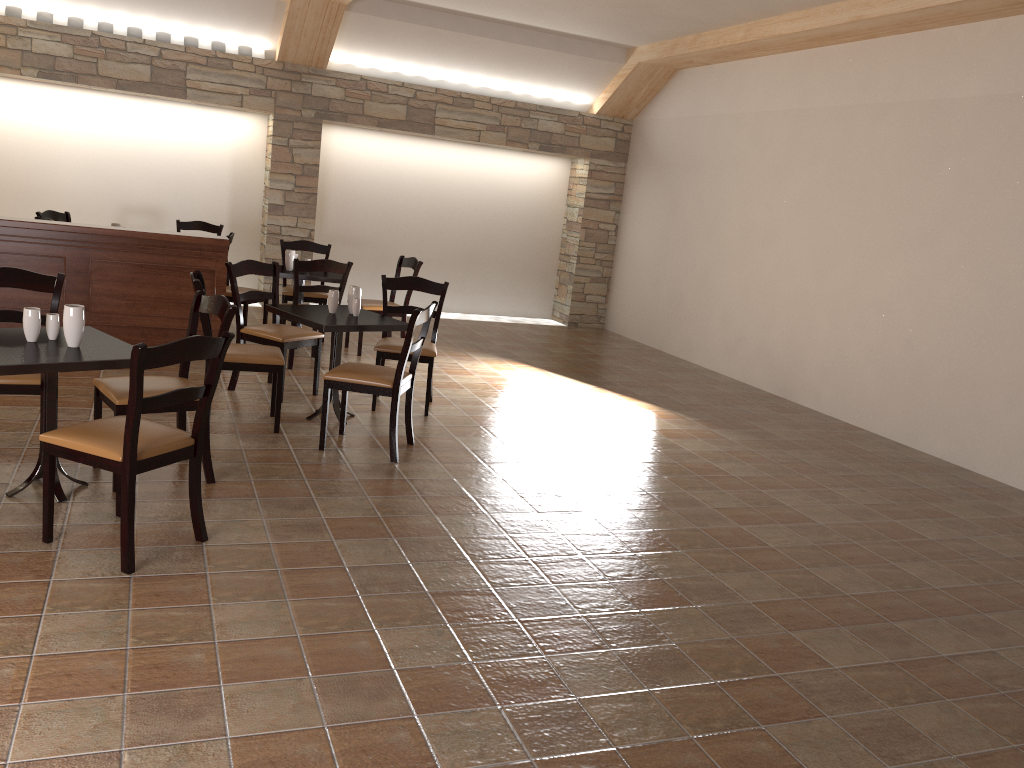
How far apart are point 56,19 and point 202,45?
1.30m

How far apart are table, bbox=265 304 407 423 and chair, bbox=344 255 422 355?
1.81m

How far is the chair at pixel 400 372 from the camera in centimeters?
469cm

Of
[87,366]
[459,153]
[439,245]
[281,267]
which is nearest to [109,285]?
[281,267]

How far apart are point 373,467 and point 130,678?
2.19m

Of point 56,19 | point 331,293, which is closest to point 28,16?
point 56,19

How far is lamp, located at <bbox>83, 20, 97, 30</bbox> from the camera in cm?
843

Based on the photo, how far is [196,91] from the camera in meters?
8.8 m

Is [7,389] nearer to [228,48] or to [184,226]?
[184,226]

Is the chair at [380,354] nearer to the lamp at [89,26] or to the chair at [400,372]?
the chair at [400,372]
